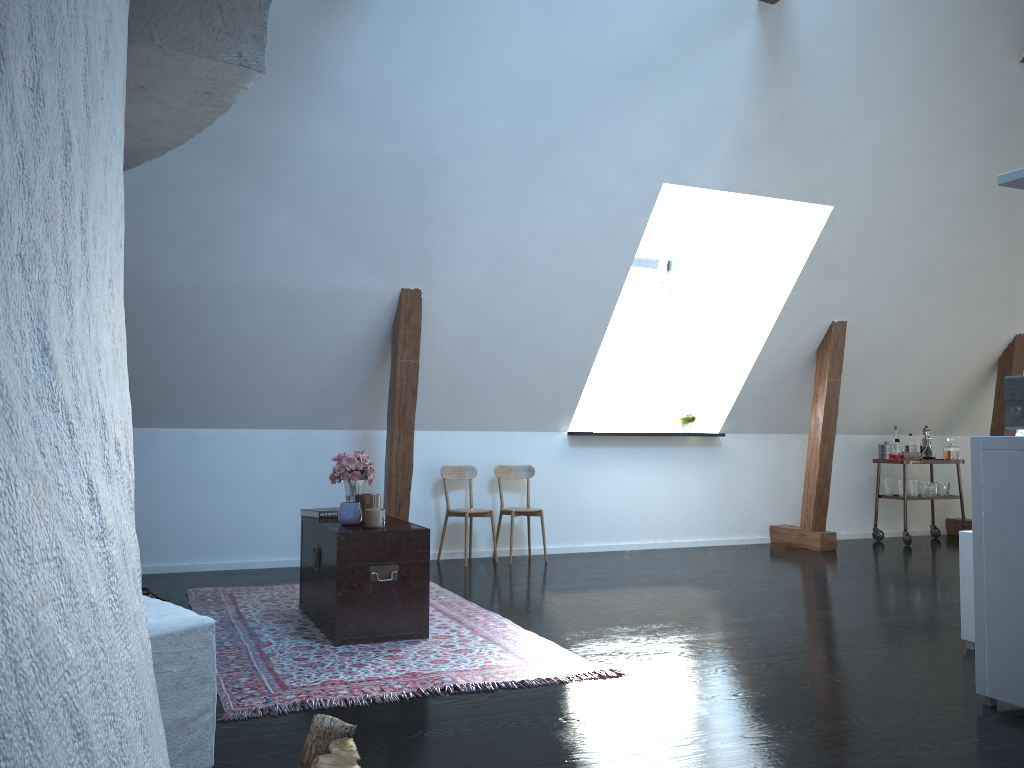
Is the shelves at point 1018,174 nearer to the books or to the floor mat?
the floor mat

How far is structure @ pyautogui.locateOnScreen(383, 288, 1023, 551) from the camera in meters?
5.8

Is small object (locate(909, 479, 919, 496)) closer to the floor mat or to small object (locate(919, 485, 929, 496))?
small object (locate(919, 485, 929, 496))

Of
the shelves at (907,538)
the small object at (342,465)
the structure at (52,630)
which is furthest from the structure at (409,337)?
the structure at (52,630)

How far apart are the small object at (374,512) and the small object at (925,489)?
5.6m

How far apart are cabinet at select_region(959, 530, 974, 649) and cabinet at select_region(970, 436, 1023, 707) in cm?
87

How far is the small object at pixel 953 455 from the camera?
7.94m

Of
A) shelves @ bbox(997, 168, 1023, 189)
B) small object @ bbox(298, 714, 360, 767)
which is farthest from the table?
shelves @ bbox(997, 168, 1023, 189)

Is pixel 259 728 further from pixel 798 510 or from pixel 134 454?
pixel 798 510

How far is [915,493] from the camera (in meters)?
7.75
